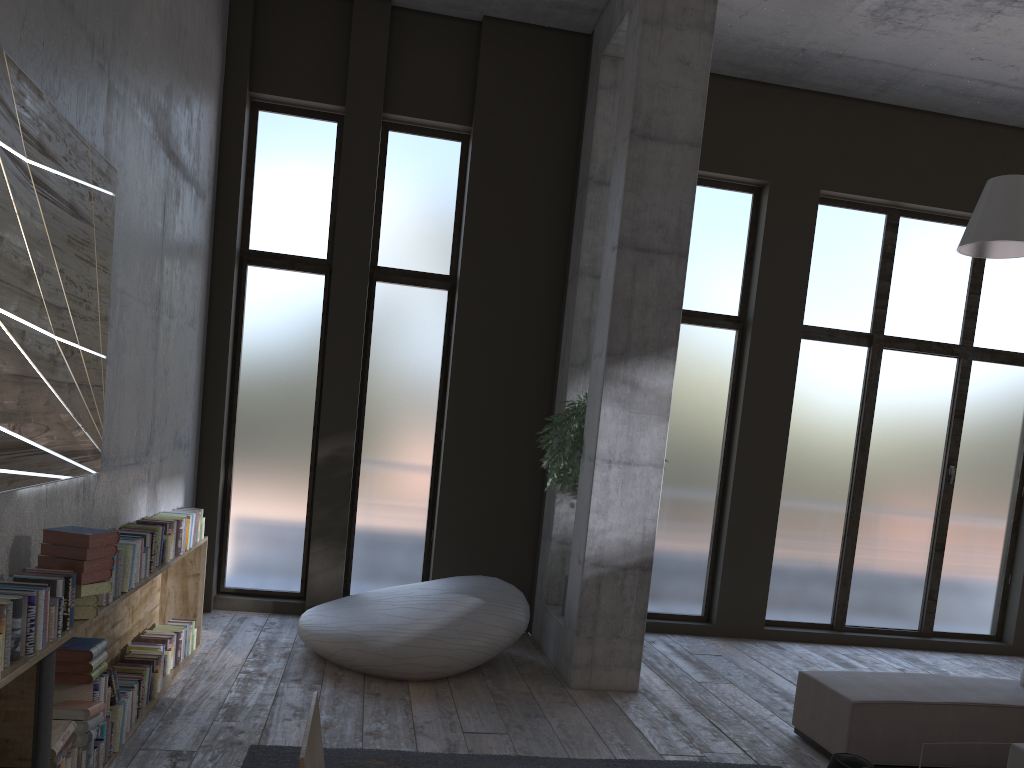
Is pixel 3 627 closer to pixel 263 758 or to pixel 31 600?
A: pixel 31 600

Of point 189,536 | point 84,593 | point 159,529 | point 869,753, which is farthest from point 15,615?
point 869,753

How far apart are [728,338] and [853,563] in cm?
251

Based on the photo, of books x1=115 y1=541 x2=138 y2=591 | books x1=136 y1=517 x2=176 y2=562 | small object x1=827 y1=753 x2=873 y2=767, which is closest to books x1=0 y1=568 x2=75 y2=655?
books x1=115 y1=541 x2=138 y2=591

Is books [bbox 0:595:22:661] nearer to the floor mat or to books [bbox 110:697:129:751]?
books [bbox 110:697:129:751]

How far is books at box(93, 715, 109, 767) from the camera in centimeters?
380cm

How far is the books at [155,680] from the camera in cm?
487

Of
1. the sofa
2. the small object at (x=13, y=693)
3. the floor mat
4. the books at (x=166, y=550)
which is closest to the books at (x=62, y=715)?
the small object at (x=13, y=693)

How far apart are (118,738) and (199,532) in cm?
194

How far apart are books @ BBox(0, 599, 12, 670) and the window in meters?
4.7
